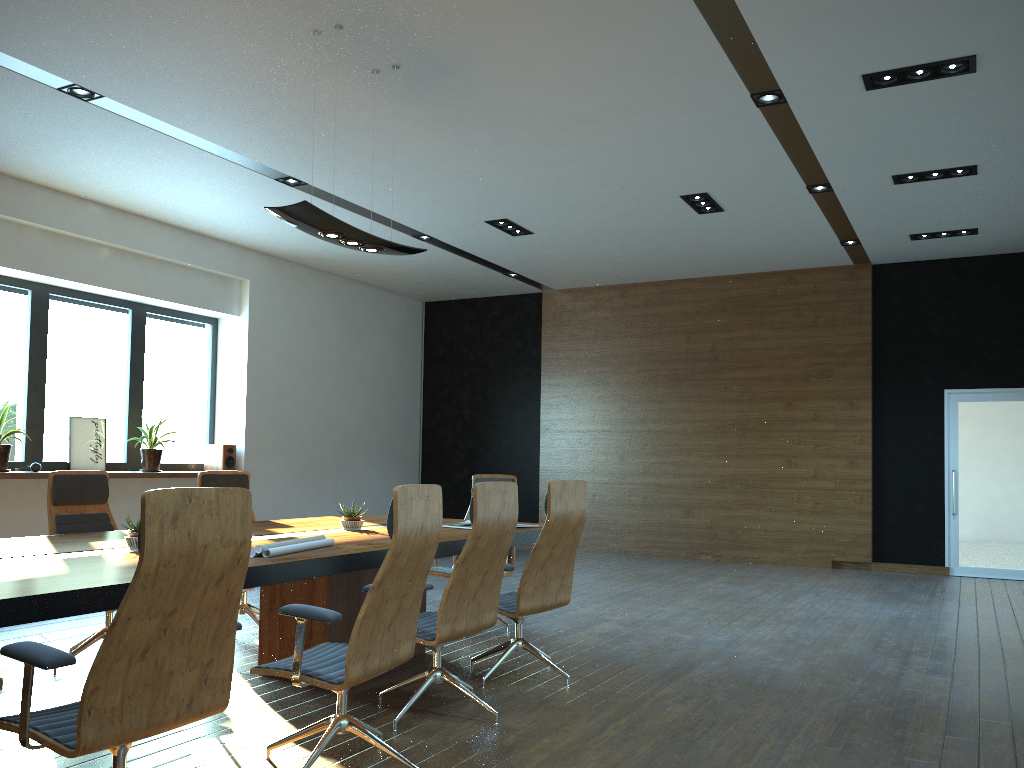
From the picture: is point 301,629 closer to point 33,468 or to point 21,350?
point 33,468

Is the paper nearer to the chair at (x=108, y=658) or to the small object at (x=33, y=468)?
the chair at (x=108, y=658)

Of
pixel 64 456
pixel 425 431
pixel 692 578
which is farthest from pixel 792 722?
pixel 425 431

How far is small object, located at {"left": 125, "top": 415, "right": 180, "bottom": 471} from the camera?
9.4m

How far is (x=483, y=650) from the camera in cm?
565

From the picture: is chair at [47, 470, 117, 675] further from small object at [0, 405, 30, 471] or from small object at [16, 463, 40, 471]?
small object at [16, 463, 40, 471]

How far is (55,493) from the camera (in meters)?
5.17

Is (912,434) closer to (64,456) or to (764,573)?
(764,573)

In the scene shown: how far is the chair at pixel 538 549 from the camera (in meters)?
4.74

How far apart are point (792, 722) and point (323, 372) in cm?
871
